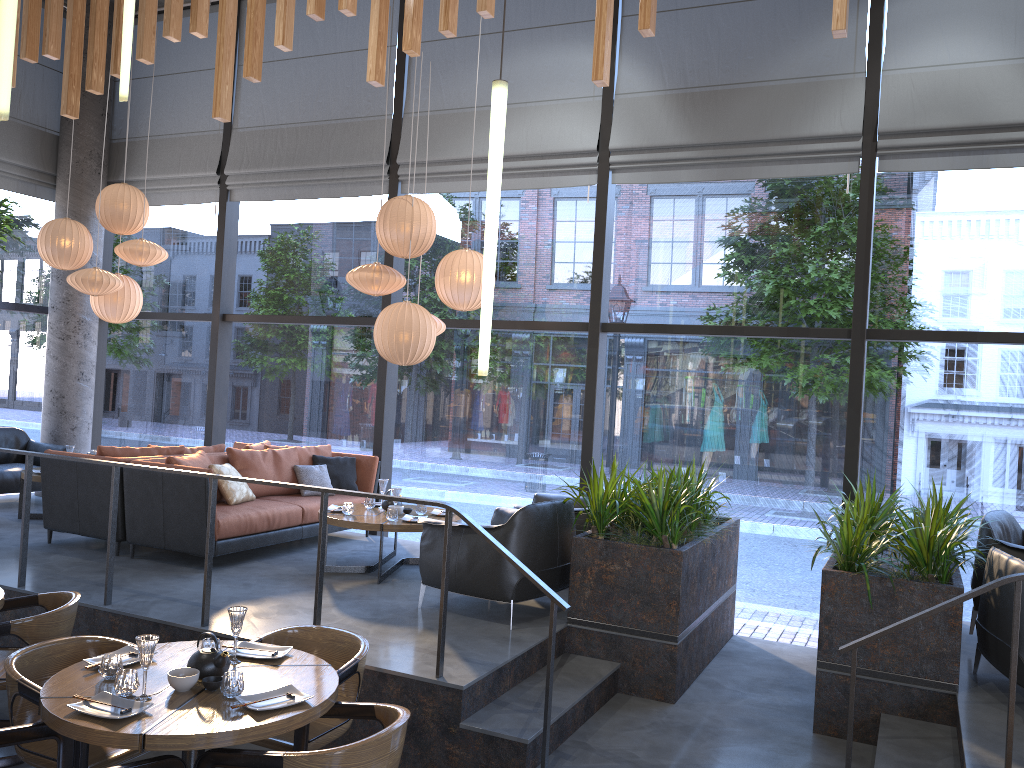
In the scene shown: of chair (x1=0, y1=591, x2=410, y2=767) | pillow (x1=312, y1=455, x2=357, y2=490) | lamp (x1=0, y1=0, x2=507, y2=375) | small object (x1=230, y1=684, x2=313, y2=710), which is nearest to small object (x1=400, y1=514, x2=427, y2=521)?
pillow (x1=312, y1=455, x2=357, y2=490)

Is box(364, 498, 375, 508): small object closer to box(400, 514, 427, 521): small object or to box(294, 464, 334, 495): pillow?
box(400, 514, 427, 521): small object

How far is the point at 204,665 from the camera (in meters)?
3.44

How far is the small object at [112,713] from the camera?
3.1 meters

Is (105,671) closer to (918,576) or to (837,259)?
(918,576)

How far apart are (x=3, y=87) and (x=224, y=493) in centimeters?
481cm

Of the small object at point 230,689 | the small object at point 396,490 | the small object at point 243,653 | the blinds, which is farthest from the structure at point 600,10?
the small object at point 230,689

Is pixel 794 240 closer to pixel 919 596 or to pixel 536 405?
pixel 919 596

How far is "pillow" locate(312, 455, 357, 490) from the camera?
8.0 meters

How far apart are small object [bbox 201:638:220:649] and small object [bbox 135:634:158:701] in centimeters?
44cm
